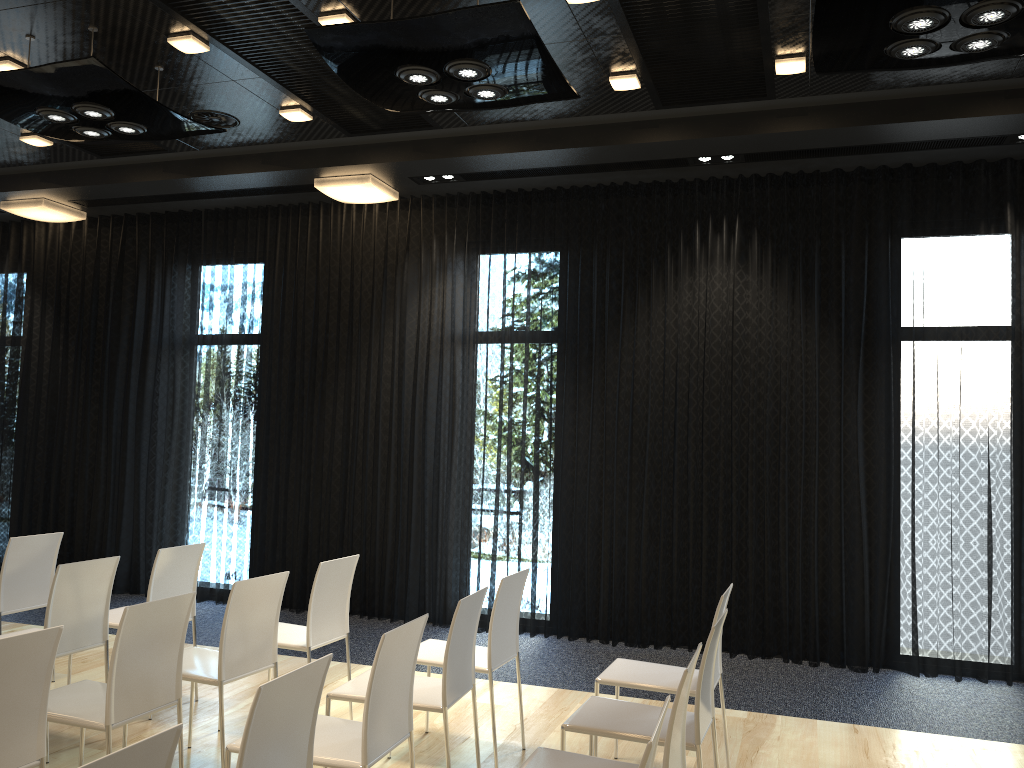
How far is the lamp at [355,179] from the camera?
6.88m

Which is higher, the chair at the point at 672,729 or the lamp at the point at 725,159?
the lamp at the point at 725,159

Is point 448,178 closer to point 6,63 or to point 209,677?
point 6,63

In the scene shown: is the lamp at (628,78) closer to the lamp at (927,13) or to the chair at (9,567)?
the lamp at (927,13)

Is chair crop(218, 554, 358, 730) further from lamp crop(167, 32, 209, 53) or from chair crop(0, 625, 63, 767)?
lamp crop(167, 32, 209, 53)

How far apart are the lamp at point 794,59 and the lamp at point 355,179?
3.19m

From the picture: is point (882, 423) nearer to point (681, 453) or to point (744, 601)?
point (681, 453)

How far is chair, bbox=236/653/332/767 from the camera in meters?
2.2

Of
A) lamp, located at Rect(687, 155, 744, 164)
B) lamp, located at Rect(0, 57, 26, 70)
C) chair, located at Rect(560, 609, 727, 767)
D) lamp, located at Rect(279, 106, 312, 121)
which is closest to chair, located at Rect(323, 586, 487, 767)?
chair, located at Rect(560, 609, 727, 767)

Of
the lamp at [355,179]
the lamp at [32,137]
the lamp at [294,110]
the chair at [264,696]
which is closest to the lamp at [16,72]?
the lamp at [294,110]
